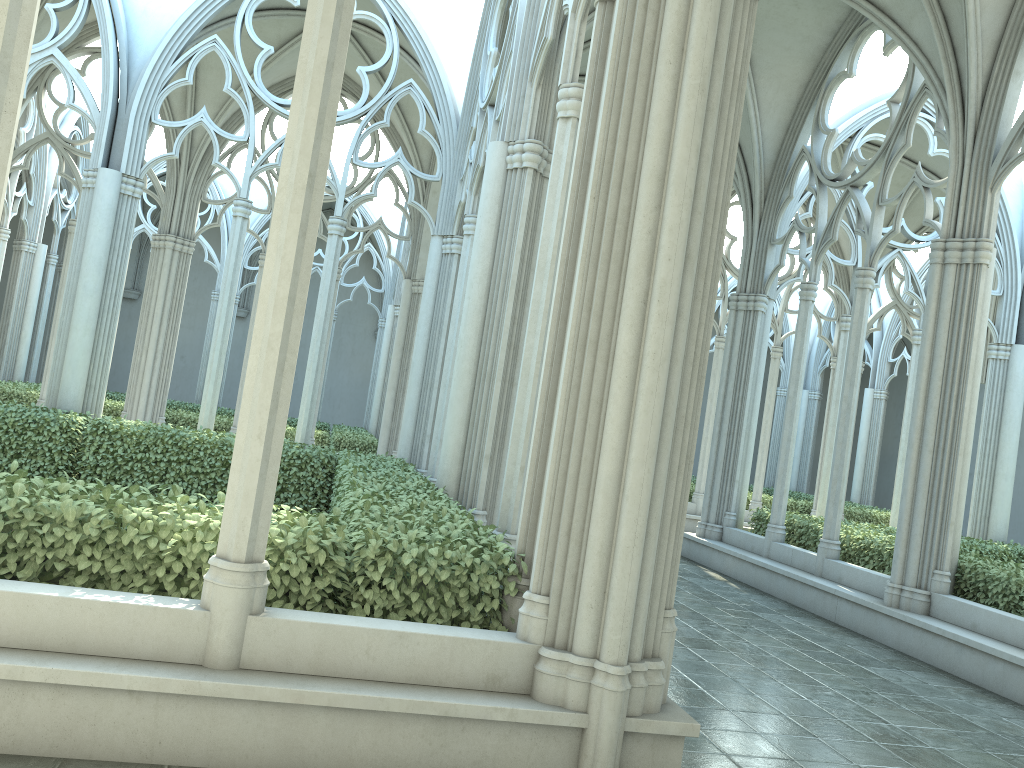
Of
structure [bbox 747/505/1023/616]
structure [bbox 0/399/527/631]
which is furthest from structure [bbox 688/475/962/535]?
structure [bbox 0/399/527/631]

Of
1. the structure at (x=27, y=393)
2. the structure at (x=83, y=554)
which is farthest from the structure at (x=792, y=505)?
the structure at (x=83, y=554)

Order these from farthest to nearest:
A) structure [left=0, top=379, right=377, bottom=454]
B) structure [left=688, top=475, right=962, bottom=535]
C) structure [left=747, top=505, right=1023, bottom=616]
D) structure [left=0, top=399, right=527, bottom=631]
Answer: structure [left=688, top=475, right=962, bottom=535] < structure [left=0, top=379, right=377, bottom=454] < structure [left=747, top=505, right=1023, bottom=616] < structure [left=0, top=399, right=527, bottom=631]

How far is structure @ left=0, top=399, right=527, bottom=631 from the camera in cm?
406

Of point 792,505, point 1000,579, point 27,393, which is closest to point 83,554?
point 1000,579

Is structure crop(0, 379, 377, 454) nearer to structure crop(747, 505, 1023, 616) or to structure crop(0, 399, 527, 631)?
structure crop(0, 399, 527, 631)

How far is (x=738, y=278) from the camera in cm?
1350

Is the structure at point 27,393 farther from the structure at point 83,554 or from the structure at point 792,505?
the structure at point 792,505

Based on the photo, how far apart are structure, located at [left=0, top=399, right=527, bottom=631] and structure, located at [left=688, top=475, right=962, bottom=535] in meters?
10.5 m

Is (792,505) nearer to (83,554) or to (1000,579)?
(1000,579)
